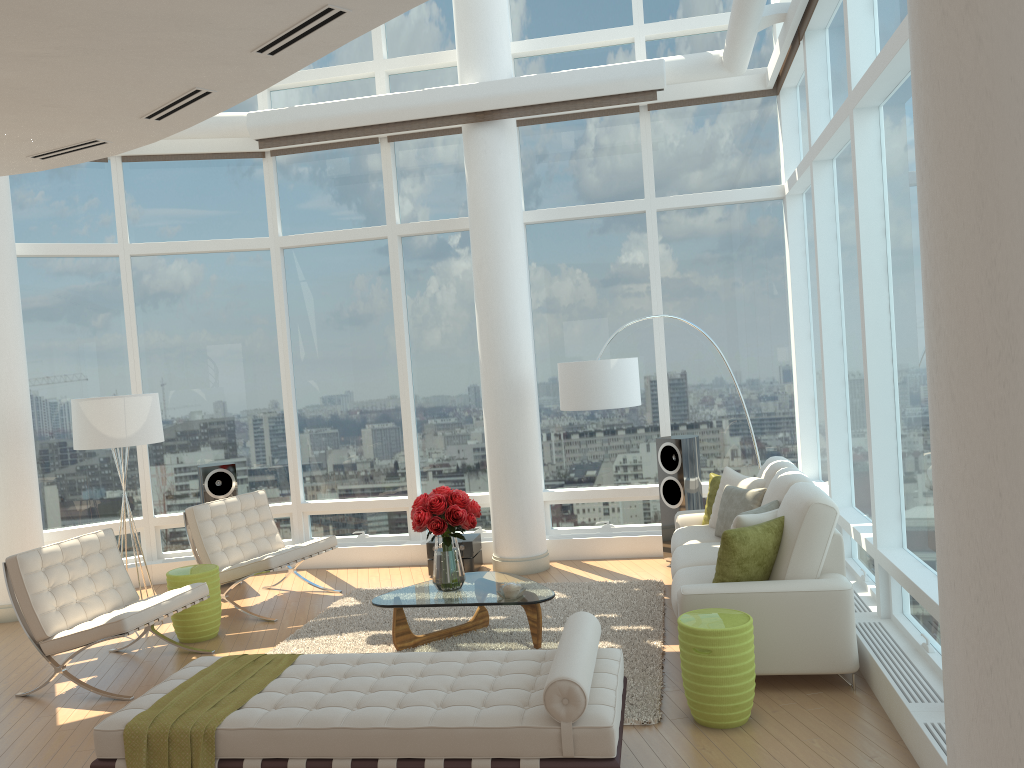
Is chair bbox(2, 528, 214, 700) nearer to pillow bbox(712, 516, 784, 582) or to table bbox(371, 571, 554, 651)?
table bbox(371, 571, 554, 651)

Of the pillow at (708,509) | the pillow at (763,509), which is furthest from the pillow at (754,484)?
the pillow at (763,509)

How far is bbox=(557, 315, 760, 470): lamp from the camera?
7.2 meters

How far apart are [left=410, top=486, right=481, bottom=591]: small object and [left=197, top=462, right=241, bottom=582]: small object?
3.1m

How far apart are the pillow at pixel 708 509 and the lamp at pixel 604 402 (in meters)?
0.85

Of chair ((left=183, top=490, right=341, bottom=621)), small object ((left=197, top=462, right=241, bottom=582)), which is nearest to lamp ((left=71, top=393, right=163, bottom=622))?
chair ((left=183, top=490, right=341, bottom=621))

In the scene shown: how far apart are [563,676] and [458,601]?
2.34m

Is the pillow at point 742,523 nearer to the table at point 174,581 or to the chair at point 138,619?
the chair at point 138,619

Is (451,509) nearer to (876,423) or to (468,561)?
(468,561)

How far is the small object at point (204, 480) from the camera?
8.3 meters
